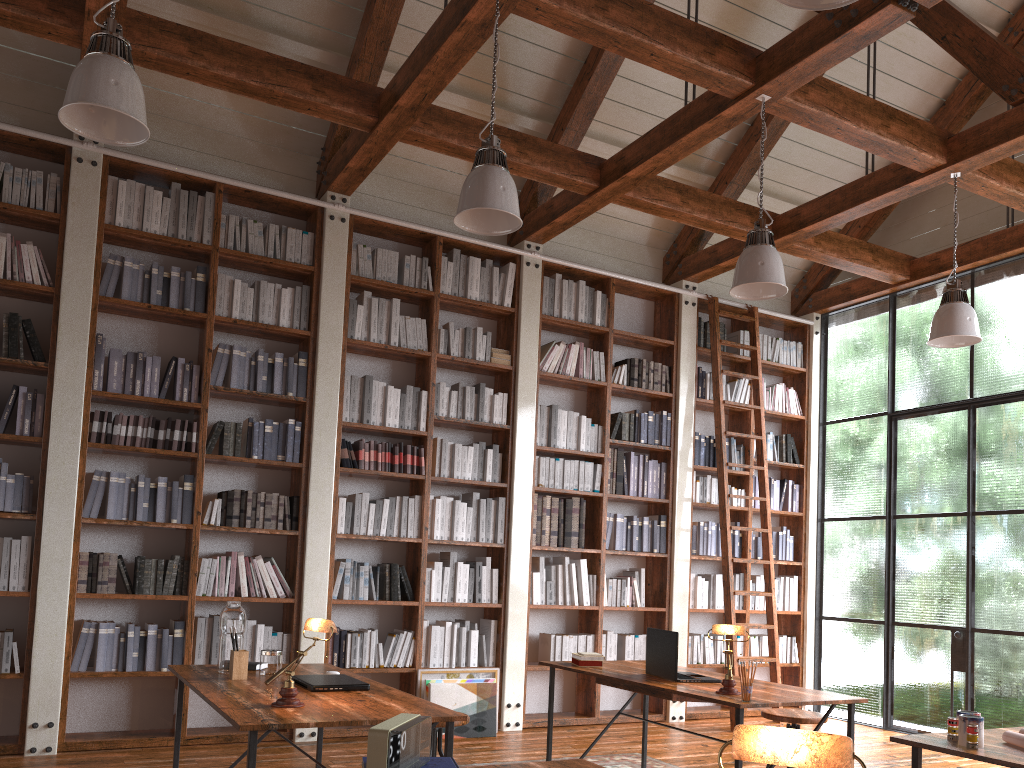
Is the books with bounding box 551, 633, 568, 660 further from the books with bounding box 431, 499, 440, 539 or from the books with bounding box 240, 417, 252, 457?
the books with bounding box 240, 417, 252, 457

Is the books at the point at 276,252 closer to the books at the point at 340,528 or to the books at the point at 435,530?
the books at the point at 340,528

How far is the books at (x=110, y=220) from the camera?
5.4m

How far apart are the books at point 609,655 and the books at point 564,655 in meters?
0.4

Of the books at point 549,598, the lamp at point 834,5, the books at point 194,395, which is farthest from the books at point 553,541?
the lamp at point 834,5

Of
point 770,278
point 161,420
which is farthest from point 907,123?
point 161,420

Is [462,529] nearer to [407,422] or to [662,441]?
[407,422]

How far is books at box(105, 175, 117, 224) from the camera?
5.4 meters

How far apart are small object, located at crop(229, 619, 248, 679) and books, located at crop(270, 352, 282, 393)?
2.5m

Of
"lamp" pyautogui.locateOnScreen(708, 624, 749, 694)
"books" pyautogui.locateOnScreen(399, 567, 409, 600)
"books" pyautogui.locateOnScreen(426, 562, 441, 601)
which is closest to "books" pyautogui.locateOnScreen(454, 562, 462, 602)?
"books" pyautogui.locateOnScreen(426, 562, 441, 601)
